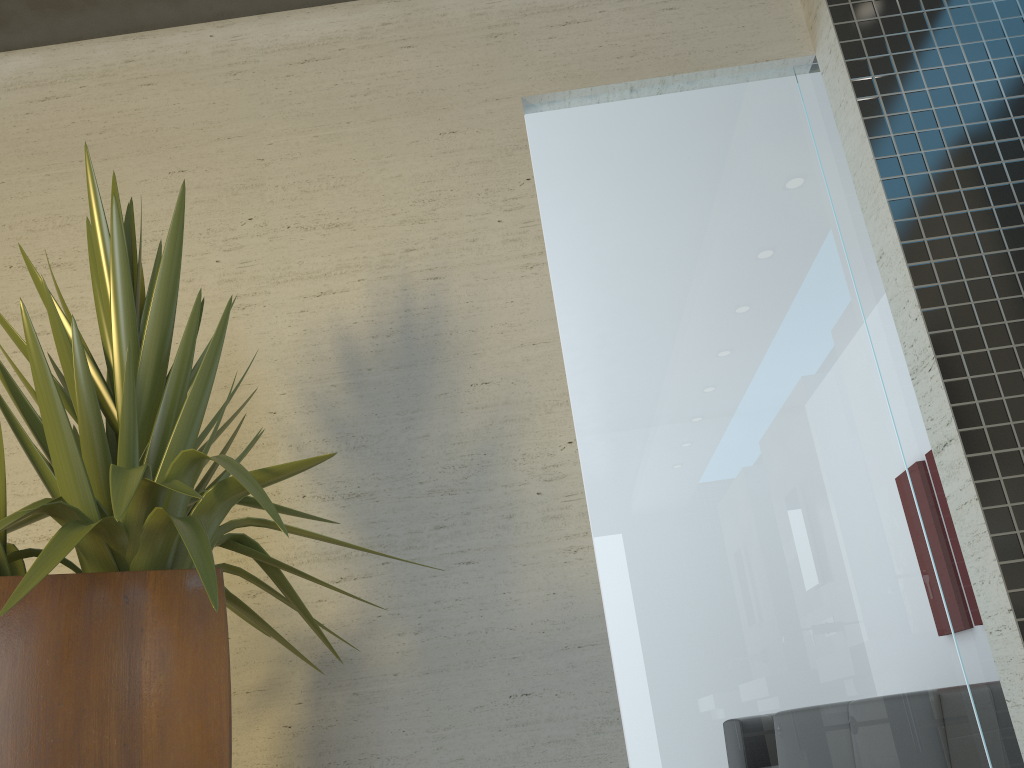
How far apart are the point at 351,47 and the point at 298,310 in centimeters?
105cm

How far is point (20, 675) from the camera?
1.3m

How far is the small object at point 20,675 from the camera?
1.3m

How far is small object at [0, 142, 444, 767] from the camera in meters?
1.3 m
